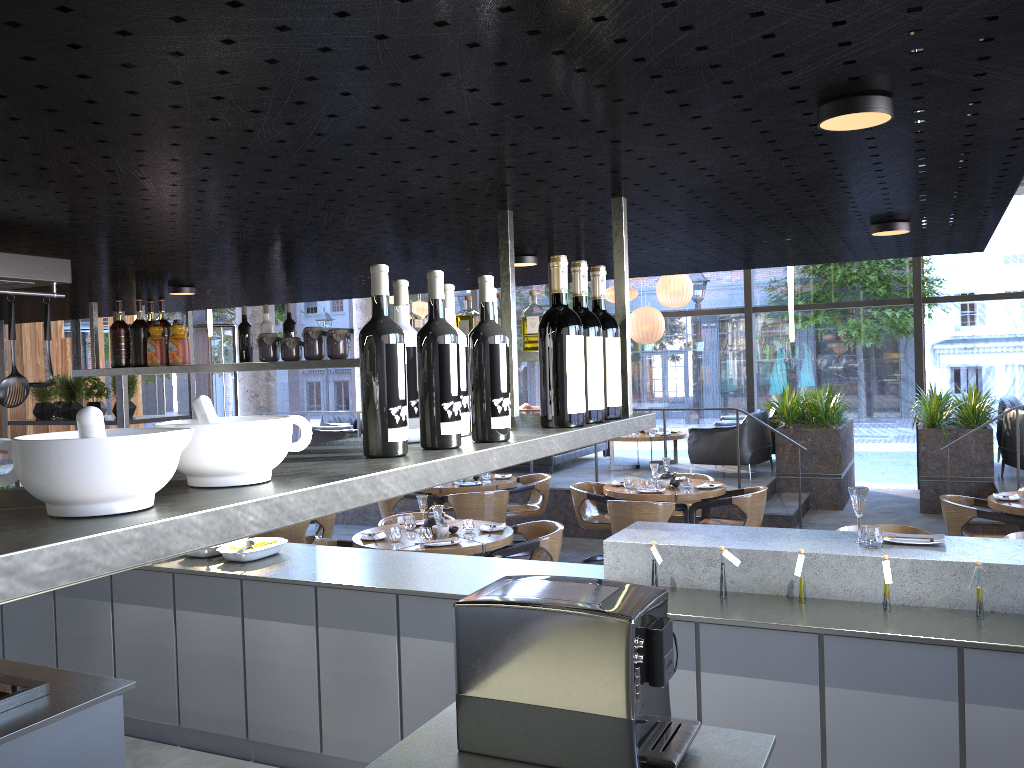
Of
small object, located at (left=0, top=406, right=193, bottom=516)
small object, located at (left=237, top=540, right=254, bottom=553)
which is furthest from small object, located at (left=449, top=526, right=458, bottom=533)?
small object, located at (left=0, top=406, right=193, bottom=516)

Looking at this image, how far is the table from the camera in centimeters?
562cm

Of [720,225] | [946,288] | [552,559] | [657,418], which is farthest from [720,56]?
[657,418]

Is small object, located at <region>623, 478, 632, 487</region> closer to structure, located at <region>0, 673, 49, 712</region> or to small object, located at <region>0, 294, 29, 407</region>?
structure, located at <region>0, 673, 49, 712</region>

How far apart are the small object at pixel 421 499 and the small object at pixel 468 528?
0.41m

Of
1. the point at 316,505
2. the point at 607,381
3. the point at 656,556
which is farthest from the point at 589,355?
the point at 656,556

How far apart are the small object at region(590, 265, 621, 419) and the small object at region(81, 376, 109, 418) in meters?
4.6

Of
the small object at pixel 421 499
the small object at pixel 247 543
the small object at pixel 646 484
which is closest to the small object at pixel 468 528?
the small object at pixel 421 499

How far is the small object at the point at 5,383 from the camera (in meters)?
2.56

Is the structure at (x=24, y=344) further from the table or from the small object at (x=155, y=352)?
the small object at (x=155, y=352)
